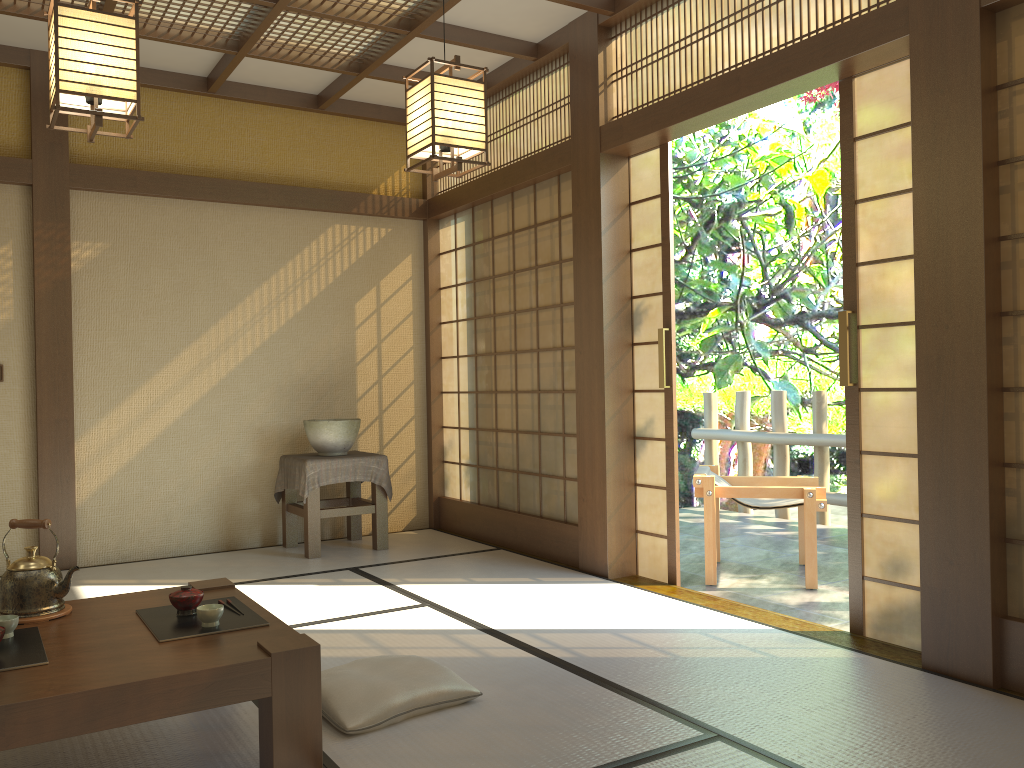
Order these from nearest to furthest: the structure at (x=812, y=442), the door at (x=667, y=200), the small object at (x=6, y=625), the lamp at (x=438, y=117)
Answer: the small object at (x=6, y=625)
the lamp at (x=438, y=117)
the door at (x=667, y=200)
the structure at (x=812, y=442)

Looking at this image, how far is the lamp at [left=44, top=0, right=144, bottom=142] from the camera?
2.5 meters

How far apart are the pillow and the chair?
2.3 meters

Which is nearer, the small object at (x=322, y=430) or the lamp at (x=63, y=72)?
the lamp at (x=63, y=72)

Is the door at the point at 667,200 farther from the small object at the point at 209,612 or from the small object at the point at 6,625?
the small object at the point at 6,625

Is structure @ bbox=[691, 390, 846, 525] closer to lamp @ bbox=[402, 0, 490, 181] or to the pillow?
lamp @ bbox=[402, 0, 490, 181]

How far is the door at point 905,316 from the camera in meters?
3.4

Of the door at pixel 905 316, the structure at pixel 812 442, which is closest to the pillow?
the door at pixel 905 316

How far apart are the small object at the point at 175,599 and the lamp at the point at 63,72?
1.4 meters

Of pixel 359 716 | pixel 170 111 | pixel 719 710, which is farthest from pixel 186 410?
pixel 719 710
